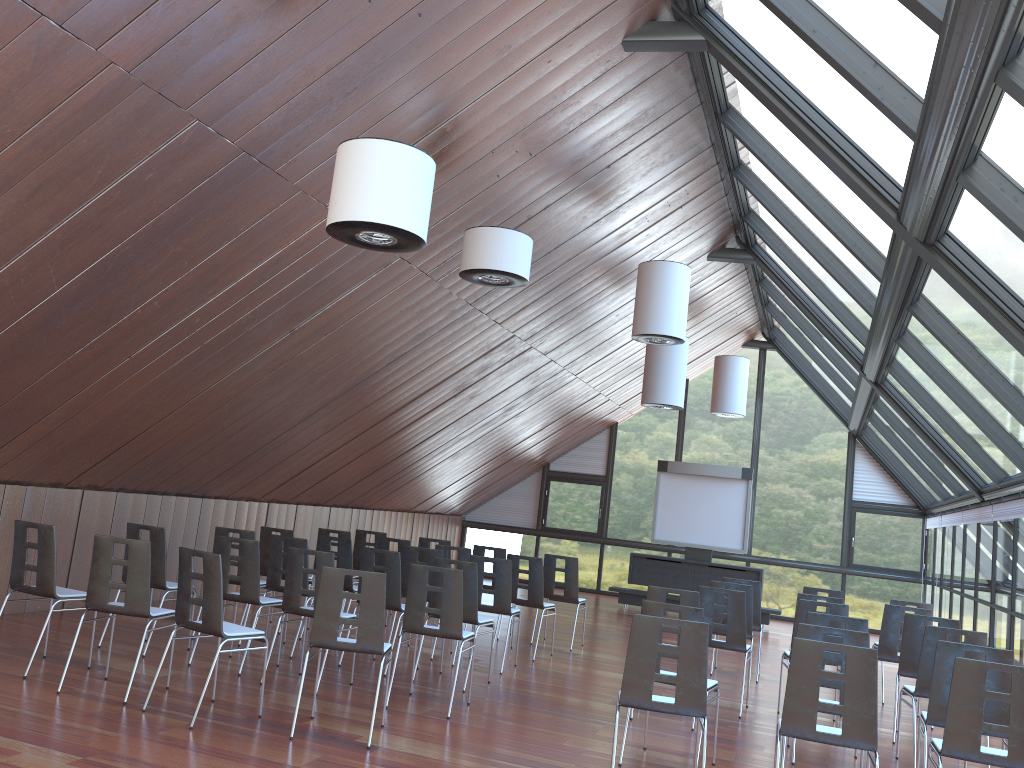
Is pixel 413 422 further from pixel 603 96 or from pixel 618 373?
pixel 603 96

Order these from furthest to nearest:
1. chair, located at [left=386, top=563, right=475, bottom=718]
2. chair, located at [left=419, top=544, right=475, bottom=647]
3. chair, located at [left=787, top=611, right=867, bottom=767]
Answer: chair, located at [left=419, top=544, right=475, bottom=647]
chair, located at [left=386, top=563, right=475, bottom=718]
chair, located at [left=787, top=611, right=867, bottom=767]

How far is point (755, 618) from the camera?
10.90m

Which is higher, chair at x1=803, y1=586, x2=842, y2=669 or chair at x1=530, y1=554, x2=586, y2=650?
chair at x1=803, y1=586, x2=842, y2=669

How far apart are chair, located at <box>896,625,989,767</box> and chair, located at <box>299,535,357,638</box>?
5.72m

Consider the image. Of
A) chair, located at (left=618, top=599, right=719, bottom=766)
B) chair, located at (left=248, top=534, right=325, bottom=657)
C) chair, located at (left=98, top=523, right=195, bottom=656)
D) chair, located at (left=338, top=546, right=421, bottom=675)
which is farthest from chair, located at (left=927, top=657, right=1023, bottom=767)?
chair, located at (left=98, top=523, right=195, bottom=656)

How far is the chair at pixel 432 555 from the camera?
9.98m

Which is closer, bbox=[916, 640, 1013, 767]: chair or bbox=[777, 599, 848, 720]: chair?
bbox=[916, 640, 1013, 767]: chair

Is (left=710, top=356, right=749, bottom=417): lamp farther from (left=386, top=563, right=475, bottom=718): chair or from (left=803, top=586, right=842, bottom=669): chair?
(left=386, top=563, right=475, bottom=718): chair

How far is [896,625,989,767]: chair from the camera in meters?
7.1 m
